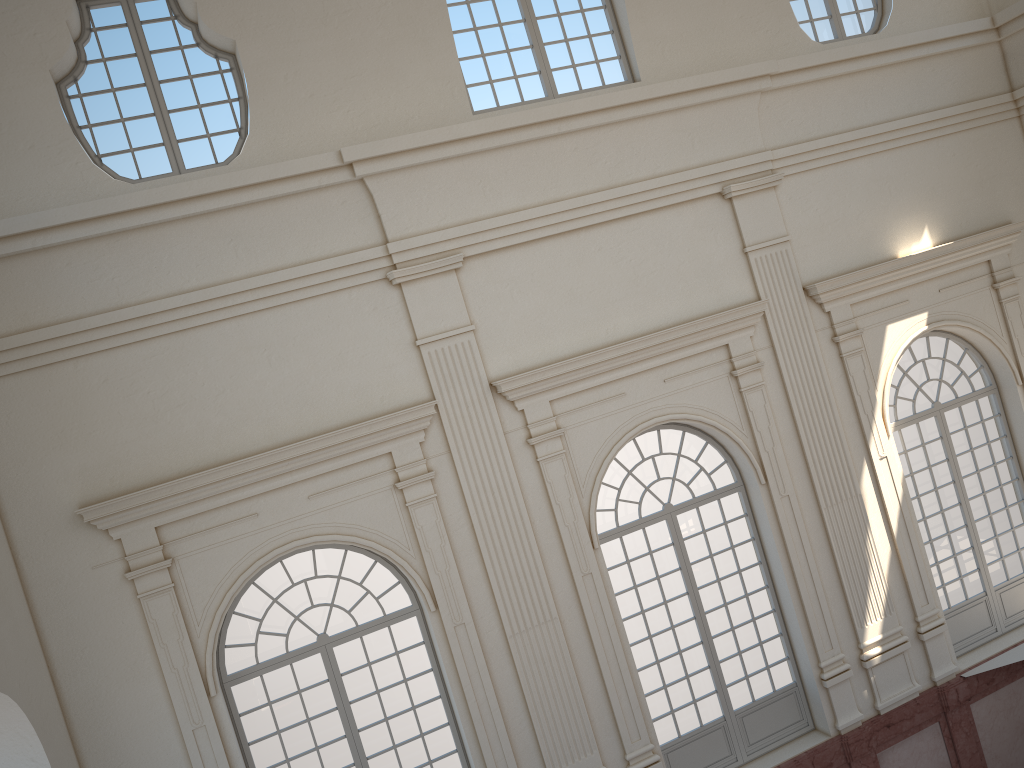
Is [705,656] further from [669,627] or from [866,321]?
[866,321]

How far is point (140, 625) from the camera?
8.5 meters
